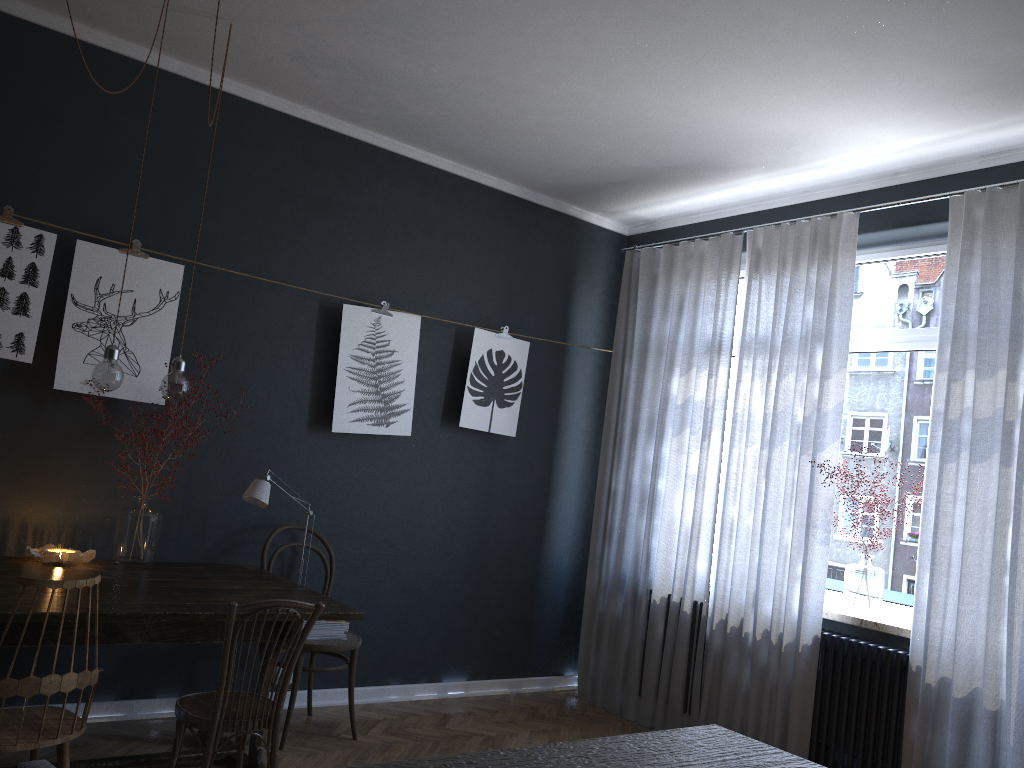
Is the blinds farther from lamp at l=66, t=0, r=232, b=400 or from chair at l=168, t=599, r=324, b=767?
lamp at l=66, t=0, r=232, b=400

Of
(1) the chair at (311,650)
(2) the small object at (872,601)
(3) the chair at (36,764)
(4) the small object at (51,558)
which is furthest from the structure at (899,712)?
(3) the chair at (36,764)

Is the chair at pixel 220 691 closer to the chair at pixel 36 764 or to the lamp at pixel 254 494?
the lamp at pixel 254 494

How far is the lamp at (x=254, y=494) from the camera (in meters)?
3.76

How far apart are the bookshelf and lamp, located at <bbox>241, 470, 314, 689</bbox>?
3.4m

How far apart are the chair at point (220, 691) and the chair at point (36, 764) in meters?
1.4 m

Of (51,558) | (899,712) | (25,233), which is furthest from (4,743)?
(899,712)

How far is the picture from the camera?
3.67m

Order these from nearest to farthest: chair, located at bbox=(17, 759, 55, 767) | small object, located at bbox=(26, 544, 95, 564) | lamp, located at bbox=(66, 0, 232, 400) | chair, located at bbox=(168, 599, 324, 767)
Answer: chair, located at bbox=(17, 759, 55, 767) < chair, located at bbox=(168, 599, 324, 767) < lamp, located at bbox=(66, 0, 232, 400) < small object, located at bbox=(26, 544, 95, 564)

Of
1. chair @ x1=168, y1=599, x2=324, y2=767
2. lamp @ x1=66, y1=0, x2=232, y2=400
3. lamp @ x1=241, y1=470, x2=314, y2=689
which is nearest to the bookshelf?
chair @ x1=168, y1=599, x2=324, y2=767
